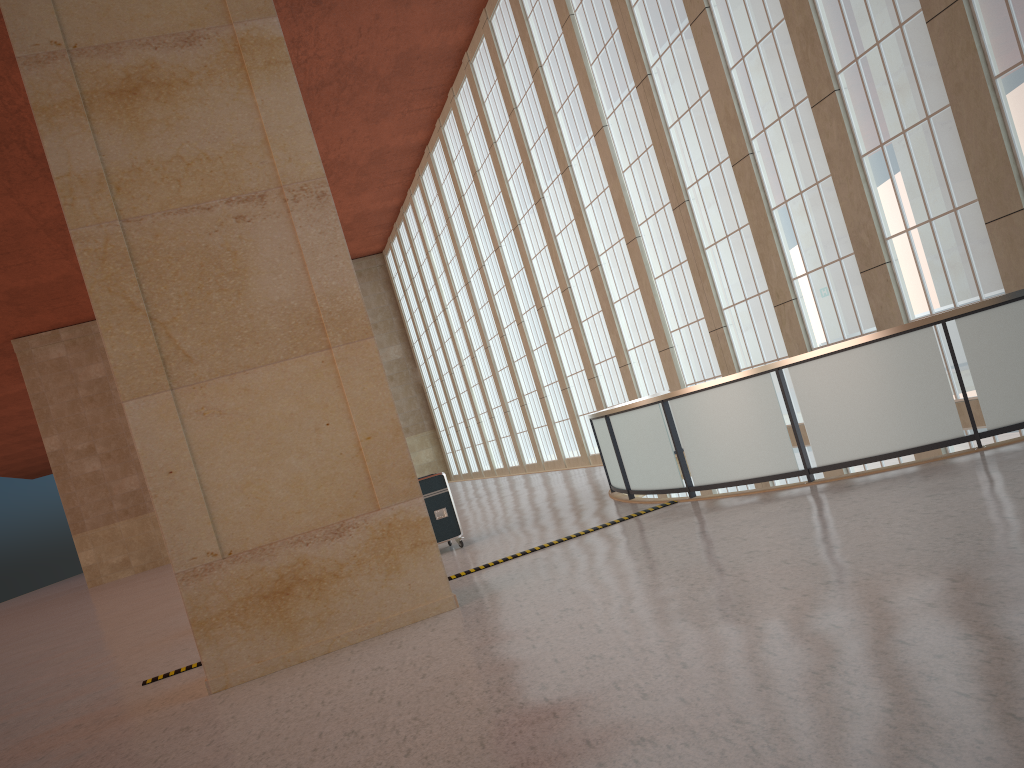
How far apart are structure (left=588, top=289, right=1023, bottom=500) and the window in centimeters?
249cm

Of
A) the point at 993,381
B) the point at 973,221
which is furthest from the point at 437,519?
the point at 973,221

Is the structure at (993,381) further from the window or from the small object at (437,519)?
the small object at (437,519)

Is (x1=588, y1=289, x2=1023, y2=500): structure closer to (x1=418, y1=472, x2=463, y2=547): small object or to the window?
the window

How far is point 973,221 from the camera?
15.41m

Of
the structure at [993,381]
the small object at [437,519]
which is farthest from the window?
the small object at [437,519]

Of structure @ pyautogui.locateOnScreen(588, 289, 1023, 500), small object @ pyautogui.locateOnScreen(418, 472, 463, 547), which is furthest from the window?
small object @ pyautogui.locateOnScreen(418, 472, 463, 547)

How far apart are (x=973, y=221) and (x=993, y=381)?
5.70m

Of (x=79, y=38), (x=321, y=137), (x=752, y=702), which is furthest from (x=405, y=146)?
(x=752, y=702)

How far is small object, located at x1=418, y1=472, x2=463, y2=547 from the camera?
17.1 meters
